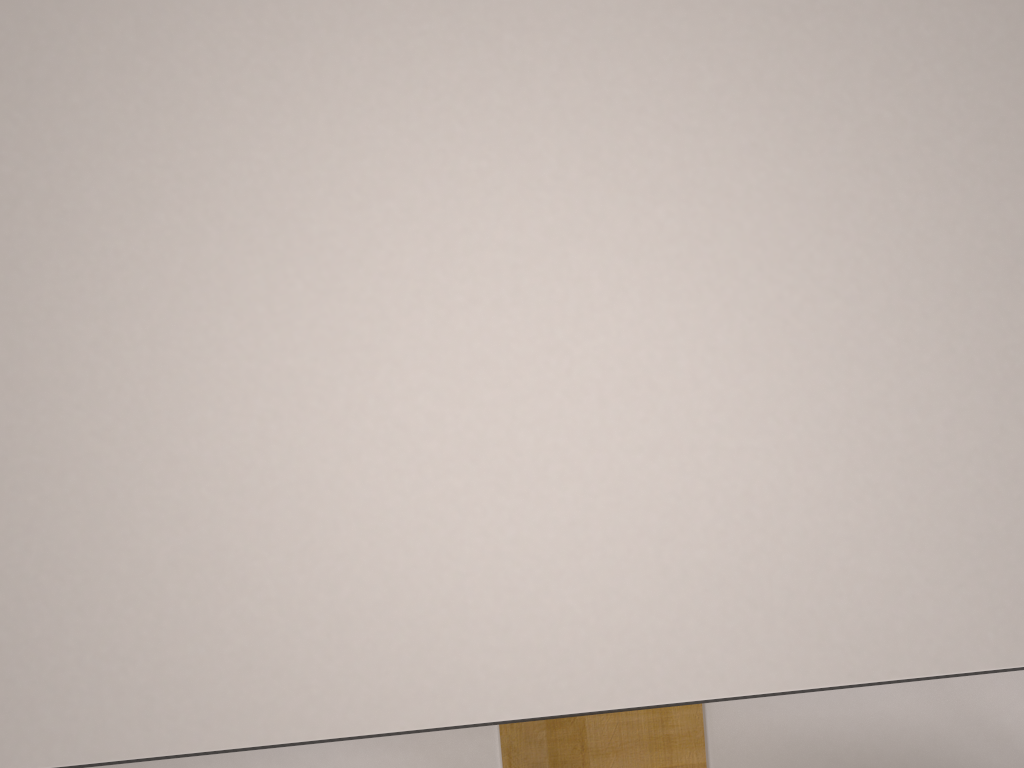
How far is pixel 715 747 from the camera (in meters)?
0.81

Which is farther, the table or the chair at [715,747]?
the chair at [715,747]

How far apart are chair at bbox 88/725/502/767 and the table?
0.3 meters

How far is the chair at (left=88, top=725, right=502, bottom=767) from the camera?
0.80m

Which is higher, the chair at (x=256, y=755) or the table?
the table

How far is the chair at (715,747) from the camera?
0.8m

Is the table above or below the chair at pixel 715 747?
above

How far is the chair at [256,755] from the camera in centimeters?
80cm

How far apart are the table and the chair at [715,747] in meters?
0.3 m
